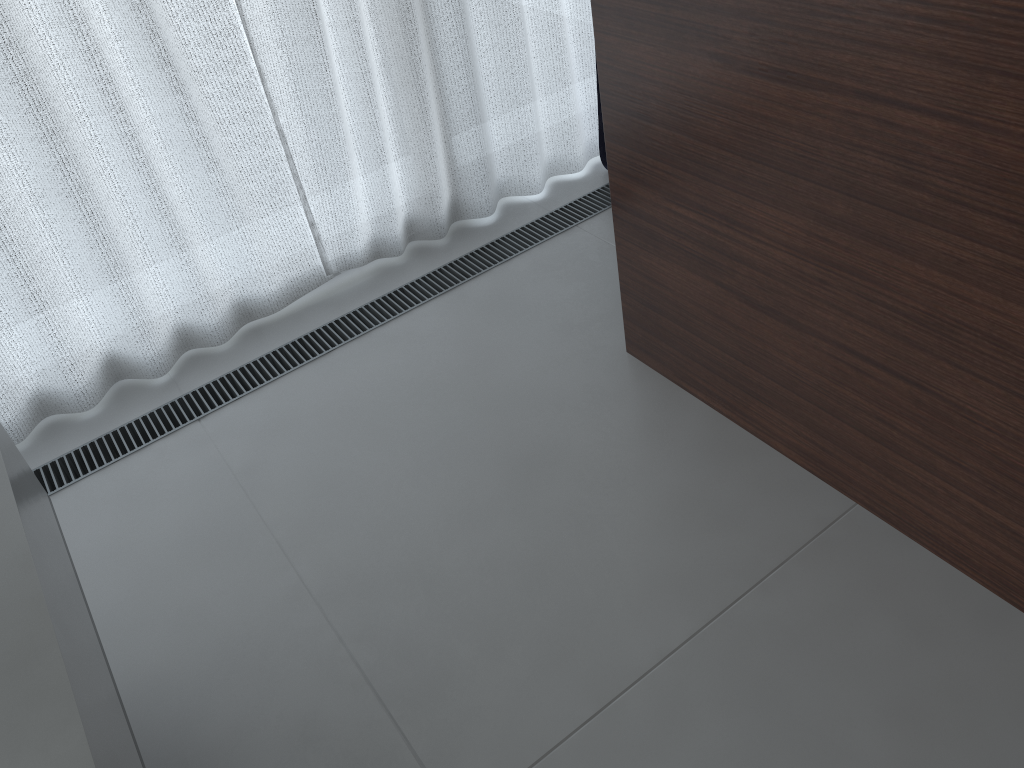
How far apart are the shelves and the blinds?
0.67m

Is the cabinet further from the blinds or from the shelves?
the shelves

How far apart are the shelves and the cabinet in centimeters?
106cm

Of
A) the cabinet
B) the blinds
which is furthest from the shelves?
the cabinet

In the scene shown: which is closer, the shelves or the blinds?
the shelves

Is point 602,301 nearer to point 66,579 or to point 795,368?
point 795,368

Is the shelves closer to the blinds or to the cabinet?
the blinds

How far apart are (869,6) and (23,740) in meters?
1.2

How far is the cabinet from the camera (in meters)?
1.01

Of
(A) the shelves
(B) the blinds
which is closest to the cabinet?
(B) the blinds
